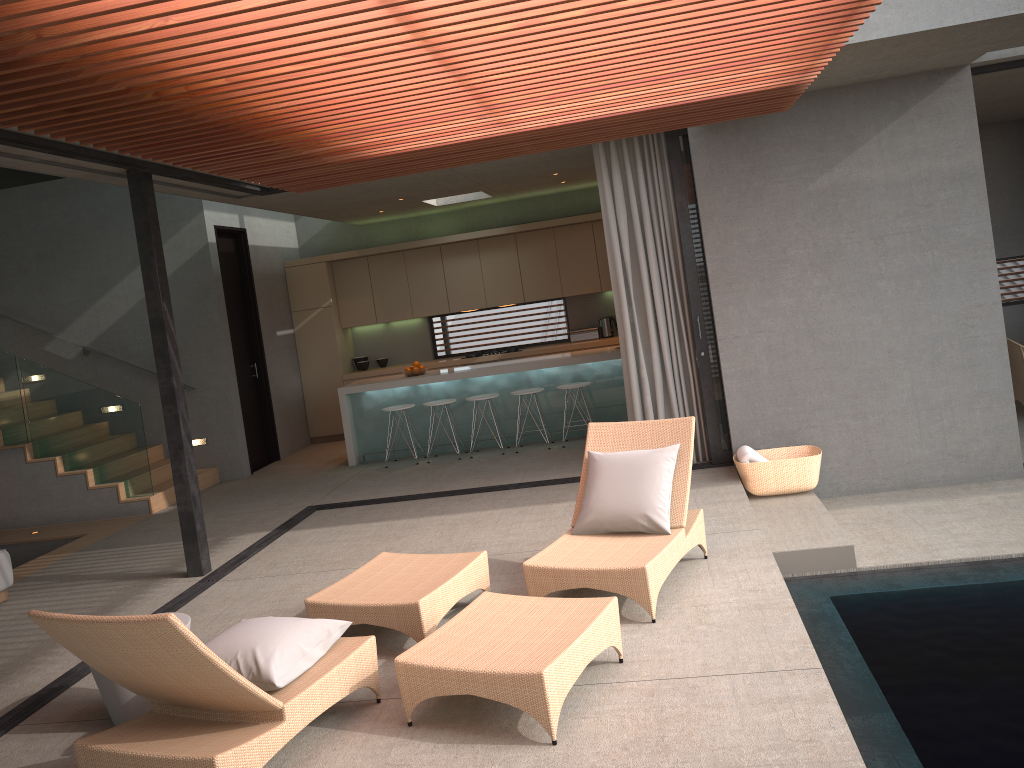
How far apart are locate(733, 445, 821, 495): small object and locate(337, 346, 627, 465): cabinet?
2.6 meters

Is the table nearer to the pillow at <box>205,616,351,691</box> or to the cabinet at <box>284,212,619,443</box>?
the pillow at <box>205,616,351,691</box>

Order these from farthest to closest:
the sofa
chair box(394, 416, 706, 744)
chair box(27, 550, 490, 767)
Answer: the sofa
chair box(394, 416, 706, 744)
chair box(27, 550, 490, 767)

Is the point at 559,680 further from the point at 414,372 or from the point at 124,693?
the point at 414,372

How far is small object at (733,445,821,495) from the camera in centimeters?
685cm

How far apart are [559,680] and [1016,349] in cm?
720

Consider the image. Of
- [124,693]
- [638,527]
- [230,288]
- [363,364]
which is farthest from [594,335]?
[124,693]

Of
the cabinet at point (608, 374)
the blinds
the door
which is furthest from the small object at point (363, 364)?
the blinds

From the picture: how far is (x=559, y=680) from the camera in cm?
351

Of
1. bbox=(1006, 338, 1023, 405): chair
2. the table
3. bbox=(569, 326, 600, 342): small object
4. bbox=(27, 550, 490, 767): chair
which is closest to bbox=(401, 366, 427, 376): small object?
bbox=(569, 326, 600, 342): small object
